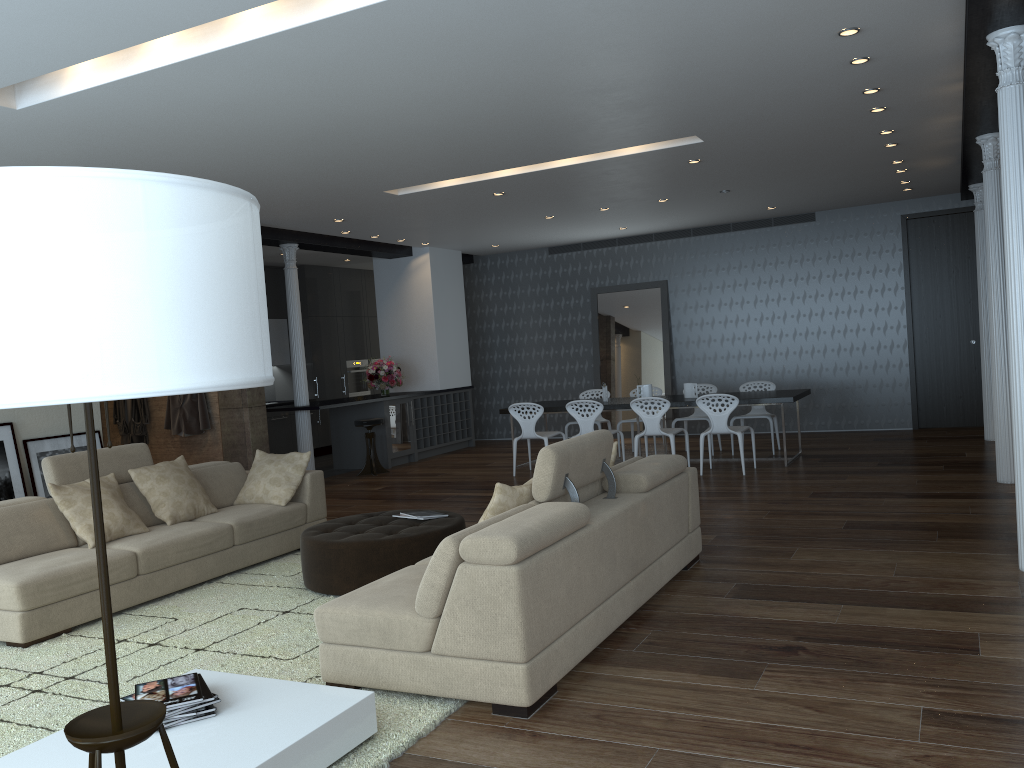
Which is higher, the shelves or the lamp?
the lamp

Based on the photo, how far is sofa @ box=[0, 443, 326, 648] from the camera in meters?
4.8

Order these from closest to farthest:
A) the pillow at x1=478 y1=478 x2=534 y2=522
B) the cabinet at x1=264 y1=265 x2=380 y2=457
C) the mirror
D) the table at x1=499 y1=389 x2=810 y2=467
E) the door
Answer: the pillow at x1=478 y1=478 x2=534 y2=522 → the table at x1=499 y1=389 x2=810 y2=467 → the door → the mirror → the cabinet at x1=264 y1=265 x2=380 y2=457

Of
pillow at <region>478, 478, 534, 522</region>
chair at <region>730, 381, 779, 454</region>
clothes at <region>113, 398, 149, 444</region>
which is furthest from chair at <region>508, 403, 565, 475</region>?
pillow at <region>478, 478, 534, 522</region>

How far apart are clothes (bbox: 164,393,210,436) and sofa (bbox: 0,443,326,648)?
2.79m

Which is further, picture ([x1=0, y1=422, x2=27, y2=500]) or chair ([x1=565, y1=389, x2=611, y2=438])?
chair ([x1=565, y1=389, x2=611, y2=438])

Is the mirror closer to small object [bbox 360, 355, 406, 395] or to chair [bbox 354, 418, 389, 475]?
small object [bbox 360, 355, 406, 395]

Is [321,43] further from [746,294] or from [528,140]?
[746,294]

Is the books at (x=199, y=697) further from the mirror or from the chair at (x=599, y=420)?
the mirror

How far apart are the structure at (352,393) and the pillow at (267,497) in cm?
761
